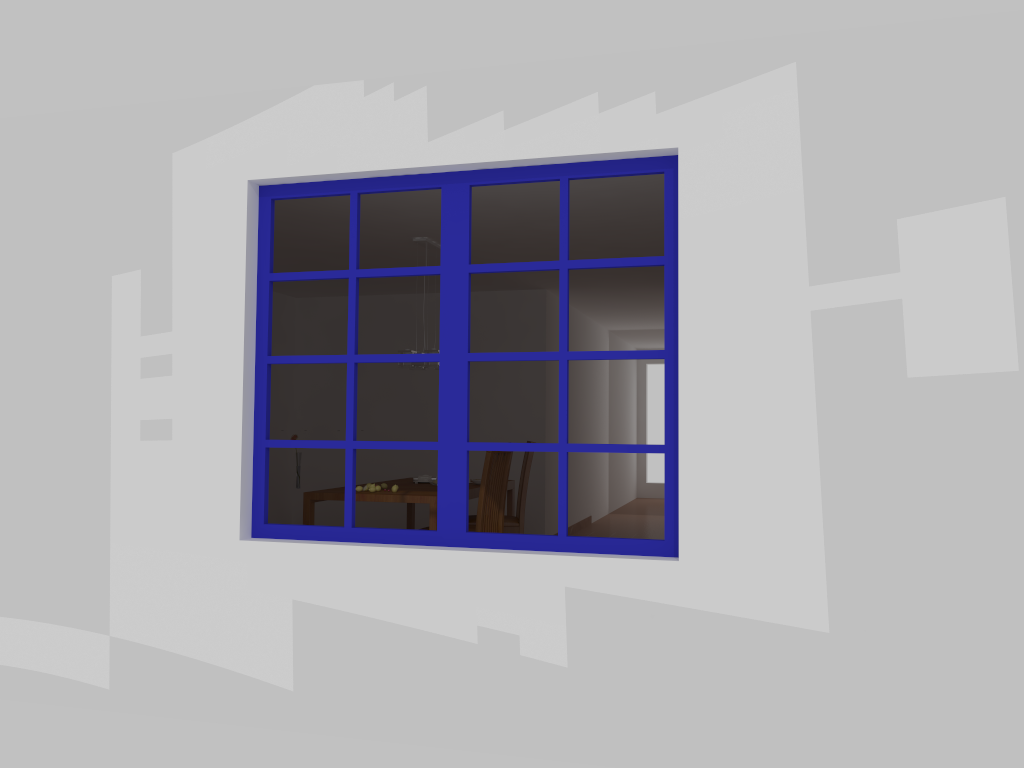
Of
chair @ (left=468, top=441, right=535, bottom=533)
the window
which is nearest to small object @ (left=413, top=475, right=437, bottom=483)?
chair @ (left=468, top=441, right=535, bottom=533)

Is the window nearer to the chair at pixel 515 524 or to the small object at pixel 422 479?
the chair at pixel 515 524

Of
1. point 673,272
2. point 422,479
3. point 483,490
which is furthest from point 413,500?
point 673,272

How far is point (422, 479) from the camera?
6.6m

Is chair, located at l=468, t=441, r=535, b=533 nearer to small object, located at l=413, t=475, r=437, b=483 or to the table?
the table

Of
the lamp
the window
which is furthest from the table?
the window

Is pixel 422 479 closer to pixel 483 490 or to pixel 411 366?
pixel 411 366

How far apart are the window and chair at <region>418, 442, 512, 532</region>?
2.22m

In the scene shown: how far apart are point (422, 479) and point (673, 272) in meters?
3.8 m

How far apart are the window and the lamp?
2.7m
